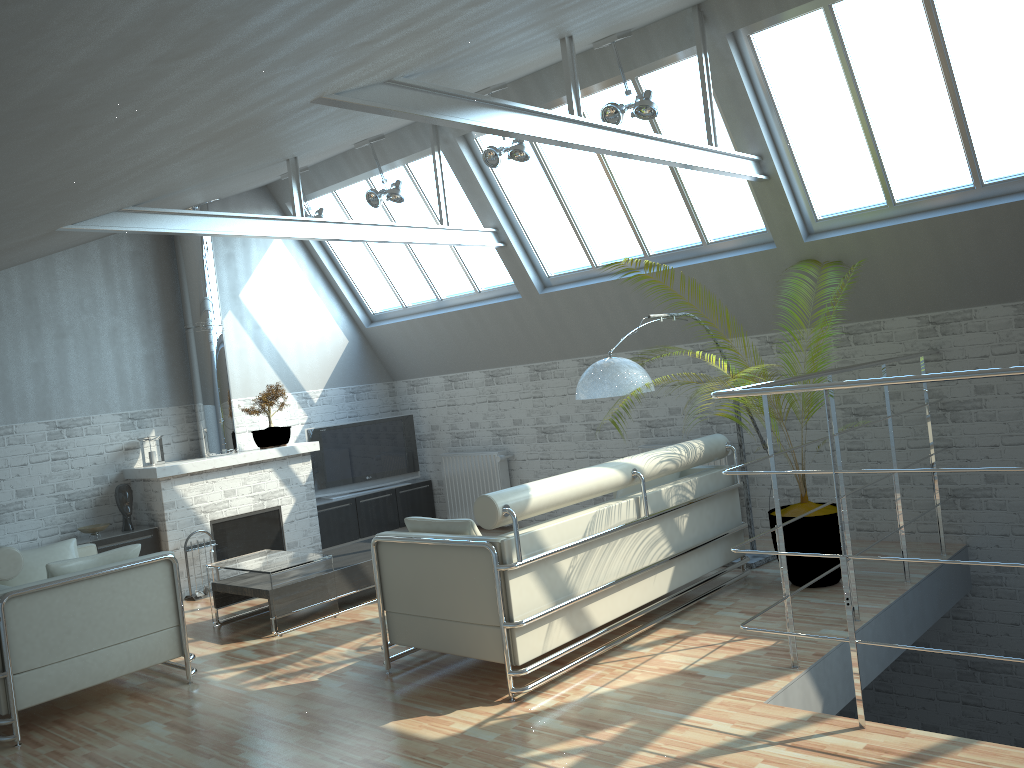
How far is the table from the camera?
12.01m

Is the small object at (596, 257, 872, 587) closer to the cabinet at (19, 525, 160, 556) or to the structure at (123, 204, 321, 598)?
the structure at (123, 204, 321, 598)

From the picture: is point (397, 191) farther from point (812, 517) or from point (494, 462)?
point (812, 517)

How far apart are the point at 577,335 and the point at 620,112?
5.4 meters

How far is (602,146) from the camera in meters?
9.6 m

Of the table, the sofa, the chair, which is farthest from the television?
the sofa

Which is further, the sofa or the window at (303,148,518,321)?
the window at (303,148,518,321)

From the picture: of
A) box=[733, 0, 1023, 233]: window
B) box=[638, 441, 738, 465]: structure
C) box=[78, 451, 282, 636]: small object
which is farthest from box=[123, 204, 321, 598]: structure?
box=[733, 0, 1023, 233]: window

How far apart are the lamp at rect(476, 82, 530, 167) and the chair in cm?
719

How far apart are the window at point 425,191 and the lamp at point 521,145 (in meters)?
2.66
